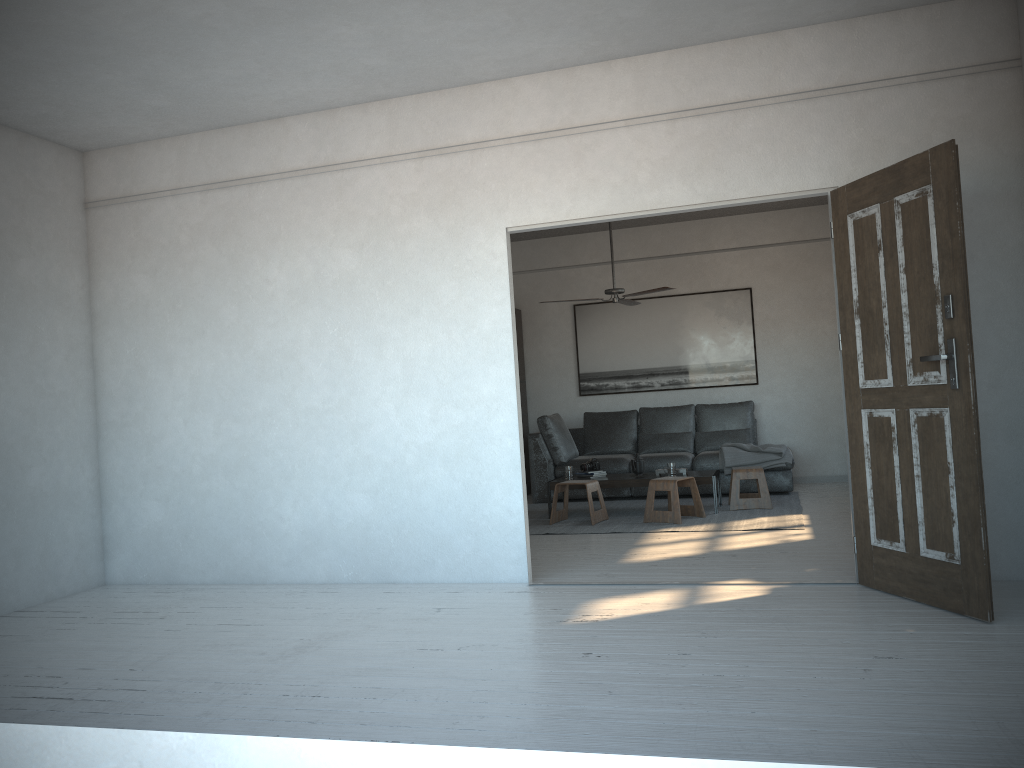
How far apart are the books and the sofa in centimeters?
80cm

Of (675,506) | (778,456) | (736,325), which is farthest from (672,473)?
(736,325)

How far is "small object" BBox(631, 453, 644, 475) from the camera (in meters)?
7.78

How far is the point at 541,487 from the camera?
9.0 meters

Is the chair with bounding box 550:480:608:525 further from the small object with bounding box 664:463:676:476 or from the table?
the small object with bounding box 664:463:676:476

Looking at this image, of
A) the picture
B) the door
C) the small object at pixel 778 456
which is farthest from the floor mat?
the door

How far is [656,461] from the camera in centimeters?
864cm

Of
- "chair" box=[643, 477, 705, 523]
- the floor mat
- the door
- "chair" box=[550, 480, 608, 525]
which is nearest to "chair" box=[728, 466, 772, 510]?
the floor mat

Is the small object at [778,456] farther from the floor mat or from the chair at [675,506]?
the chair at [675,506]

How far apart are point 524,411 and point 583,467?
2.2m
